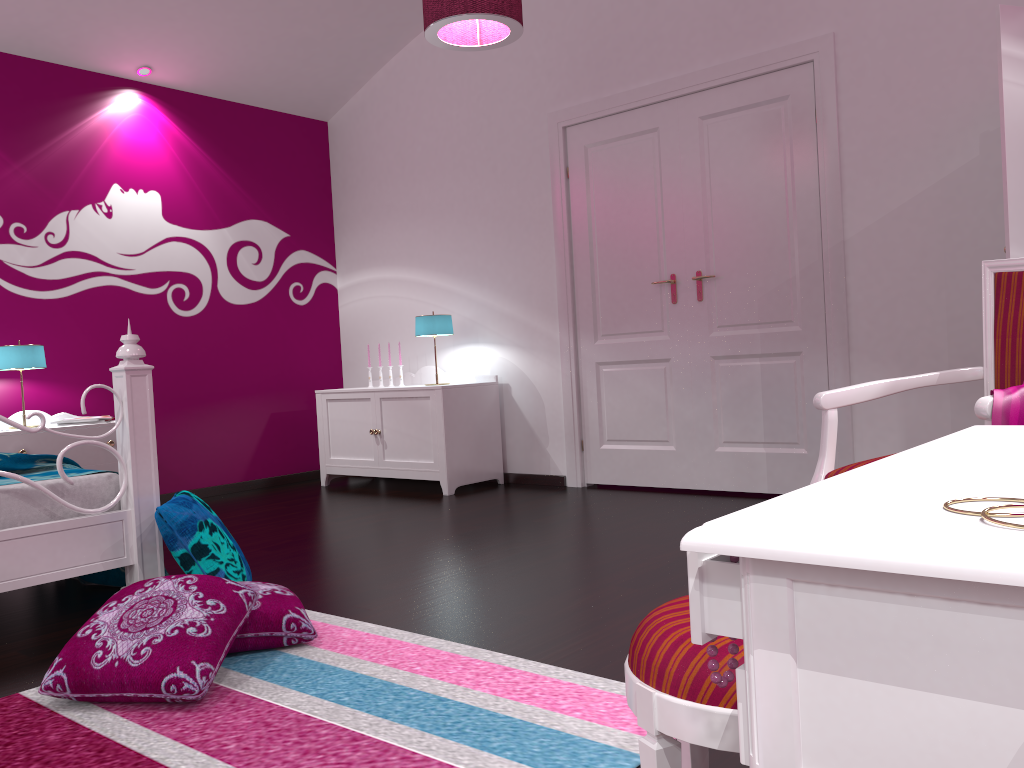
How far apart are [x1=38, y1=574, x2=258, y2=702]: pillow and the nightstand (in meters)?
2.37

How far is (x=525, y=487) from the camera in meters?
5.1 m

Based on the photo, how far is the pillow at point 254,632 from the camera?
2.3 meters

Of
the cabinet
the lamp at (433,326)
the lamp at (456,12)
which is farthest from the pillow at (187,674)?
the lamp at (433,326)

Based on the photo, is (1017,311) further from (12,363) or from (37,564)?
(12,363)

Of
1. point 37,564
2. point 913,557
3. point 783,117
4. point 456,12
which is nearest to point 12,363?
point 37,564

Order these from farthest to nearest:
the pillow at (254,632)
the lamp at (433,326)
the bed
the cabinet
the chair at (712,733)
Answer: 1. the lamp at (433,326)
2. the cabinet
3. the bed
4. the pillow at (254,632)
5. the chair at (712,733)

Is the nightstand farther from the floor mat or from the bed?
the floor mat

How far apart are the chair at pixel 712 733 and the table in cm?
25

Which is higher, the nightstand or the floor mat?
the nightstand
